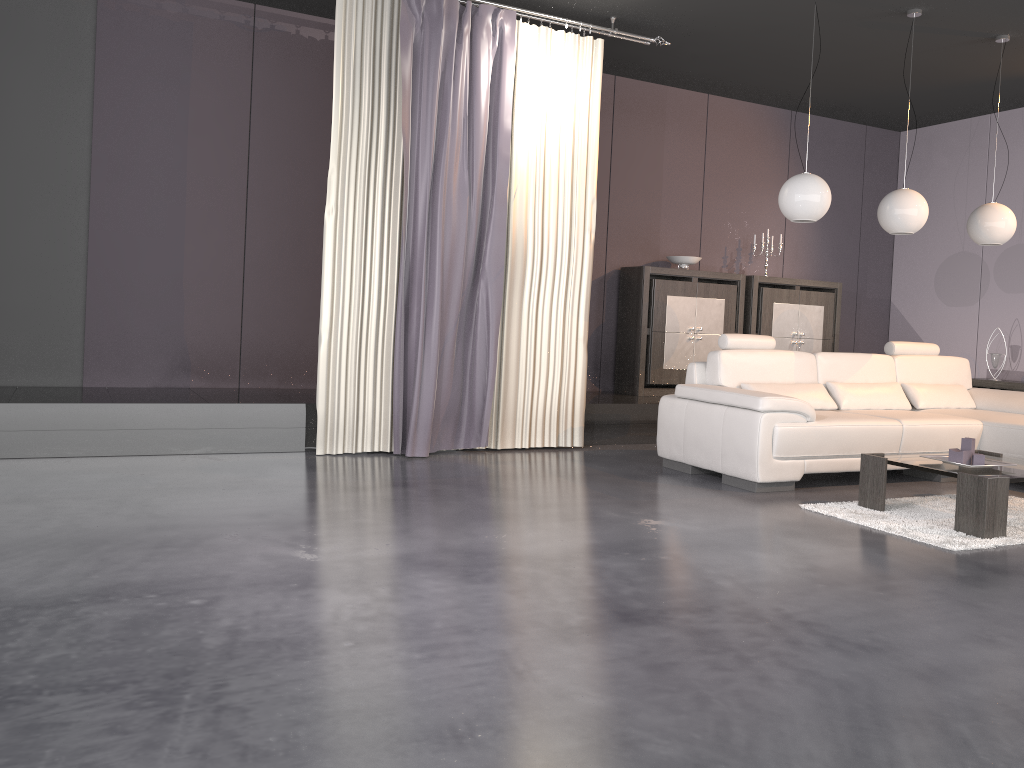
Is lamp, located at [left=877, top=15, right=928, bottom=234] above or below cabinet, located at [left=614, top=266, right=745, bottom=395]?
above

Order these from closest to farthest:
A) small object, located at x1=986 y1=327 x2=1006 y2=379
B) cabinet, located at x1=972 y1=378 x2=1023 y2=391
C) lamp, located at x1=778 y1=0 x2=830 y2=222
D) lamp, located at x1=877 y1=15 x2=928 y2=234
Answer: lamp, located at x1=778 y1=0 x2=830 y2=222, lamp, located at x1=877 y1=15 x2=928 y2=234, cabinet, located at x1=972 y1=378 x2=1023 y2=391, small object, located at x1=986 y1=327 x2=1006 y2=379

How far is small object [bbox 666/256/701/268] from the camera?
7.53m

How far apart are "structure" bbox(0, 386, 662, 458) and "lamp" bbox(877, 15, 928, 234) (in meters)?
2.01

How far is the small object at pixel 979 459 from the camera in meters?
4.3 m

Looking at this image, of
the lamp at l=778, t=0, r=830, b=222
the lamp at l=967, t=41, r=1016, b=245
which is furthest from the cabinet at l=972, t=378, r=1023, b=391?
the lamp at l=778, t=0, r=830, b=222

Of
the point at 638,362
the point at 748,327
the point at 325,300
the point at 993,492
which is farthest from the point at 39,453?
the point at 748,327

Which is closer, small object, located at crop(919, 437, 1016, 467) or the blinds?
small object, located at crop(919, 437, 1016, 467)

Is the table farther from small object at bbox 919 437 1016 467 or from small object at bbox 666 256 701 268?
small object at bbox 666 256 701 268

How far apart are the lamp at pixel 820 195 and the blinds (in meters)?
1.34
